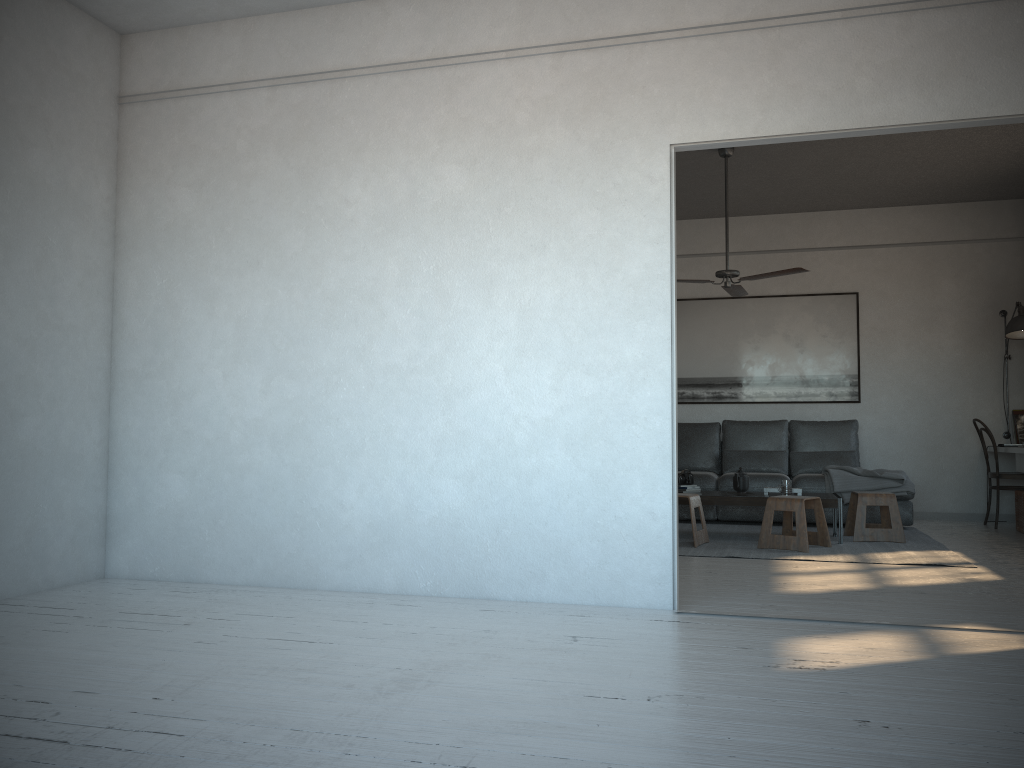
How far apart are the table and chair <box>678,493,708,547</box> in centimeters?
23cm

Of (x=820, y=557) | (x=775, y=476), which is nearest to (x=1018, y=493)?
(x=775, y=476)

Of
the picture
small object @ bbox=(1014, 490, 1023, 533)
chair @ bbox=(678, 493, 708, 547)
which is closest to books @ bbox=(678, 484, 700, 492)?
chair @ bbox=(678, 493, 708, 547)

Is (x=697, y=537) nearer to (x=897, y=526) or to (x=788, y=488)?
(x=788, y=488)

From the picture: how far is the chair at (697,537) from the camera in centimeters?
598cm

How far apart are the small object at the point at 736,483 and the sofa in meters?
0.9 m

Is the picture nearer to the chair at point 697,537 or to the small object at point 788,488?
the small object at point 788,488

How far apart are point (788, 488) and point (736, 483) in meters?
0.4 m

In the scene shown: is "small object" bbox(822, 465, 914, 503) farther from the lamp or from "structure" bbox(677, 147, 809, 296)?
"structure" bbox(677, 147, 809, 296)

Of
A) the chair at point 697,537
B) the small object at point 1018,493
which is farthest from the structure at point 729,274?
the small object at point 1018,493
